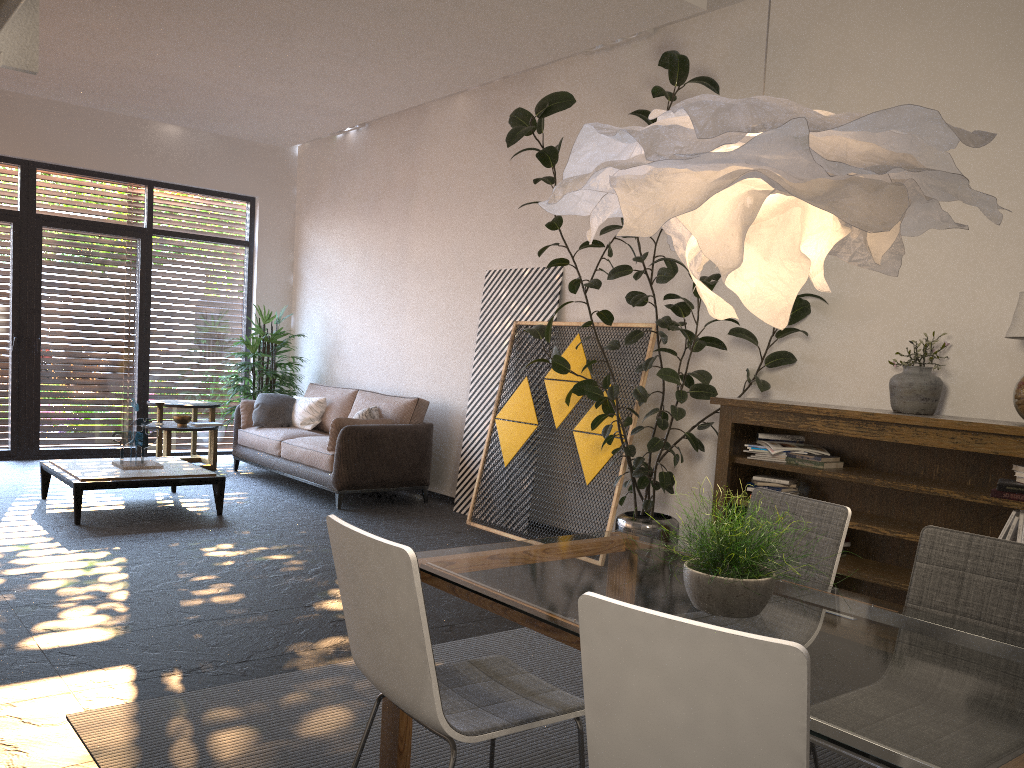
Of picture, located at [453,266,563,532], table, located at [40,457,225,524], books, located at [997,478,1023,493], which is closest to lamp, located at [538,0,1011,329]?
books, located at [997,478,1023,493]

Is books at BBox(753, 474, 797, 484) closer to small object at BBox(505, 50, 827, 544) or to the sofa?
small object at BBox(505, 50, 827, 544)

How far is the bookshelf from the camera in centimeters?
401cm

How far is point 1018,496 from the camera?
3.81m

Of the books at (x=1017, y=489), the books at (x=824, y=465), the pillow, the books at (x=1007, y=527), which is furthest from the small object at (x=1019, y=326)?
the pillow

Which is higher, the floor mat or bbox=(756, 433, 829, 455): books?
bbox=(756, 433, 829, 455): books

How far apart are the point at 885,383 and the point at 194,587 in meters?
3.8 m

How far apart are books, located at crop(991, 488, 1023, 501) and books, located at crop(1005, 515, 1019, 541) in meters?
0.1 m

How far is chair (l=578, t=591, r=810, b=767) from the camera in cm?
141

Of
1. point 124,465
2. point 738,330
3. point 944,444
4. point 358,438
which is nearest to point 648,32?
point 738,330
